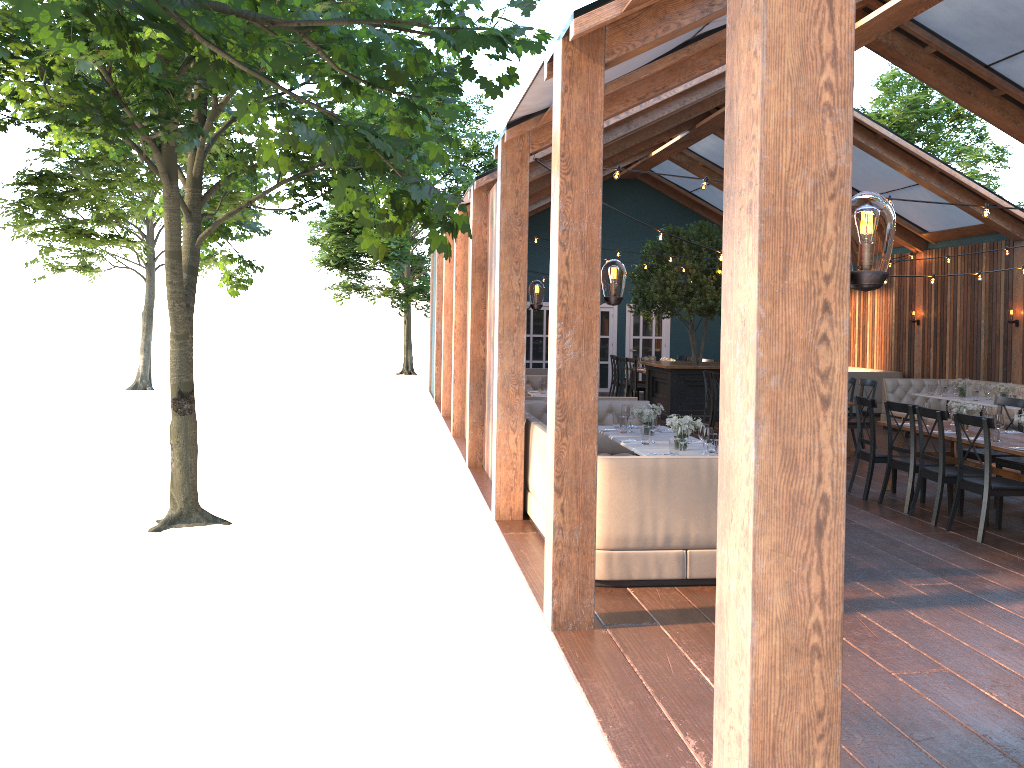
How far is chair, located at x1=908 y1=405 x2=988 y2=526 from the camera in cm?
785

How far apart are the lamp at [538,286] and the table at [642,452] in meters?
1.6 m

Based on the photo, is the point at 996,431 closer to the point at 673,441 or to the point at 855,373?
the point at 673,441

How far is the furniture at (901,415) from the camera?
14.0 meters

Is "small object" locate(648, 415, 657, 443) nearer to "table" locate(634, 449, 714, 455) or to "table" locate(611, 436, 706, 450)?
"table" locate(611, 436, 706, 450)

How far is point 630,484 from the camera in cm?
585

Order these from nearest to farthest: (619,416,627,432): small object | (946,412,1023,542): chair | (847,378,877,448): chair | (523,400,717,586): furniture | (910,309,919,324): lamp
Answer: (523,400,717,586): furniture
(946,412,1023,542): chair
(619,416,627,432): small object
(847,378,877,448): chair
(910,309,919,324): lamp

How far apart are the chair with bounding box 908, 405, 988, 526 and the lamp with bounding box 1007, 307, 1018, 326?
7.7 meters

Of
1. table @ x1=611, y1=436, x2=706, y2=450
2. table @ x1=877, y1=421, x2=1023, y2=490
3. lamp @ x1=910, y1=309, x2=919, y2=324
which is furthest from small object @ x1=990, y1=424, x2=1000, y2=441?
lamp @ x1=910, y1=309, x2=919, y2=324

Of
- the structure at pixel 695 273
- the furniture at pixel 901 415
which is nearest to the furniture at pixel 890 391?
the furniture at pixel 901 415
